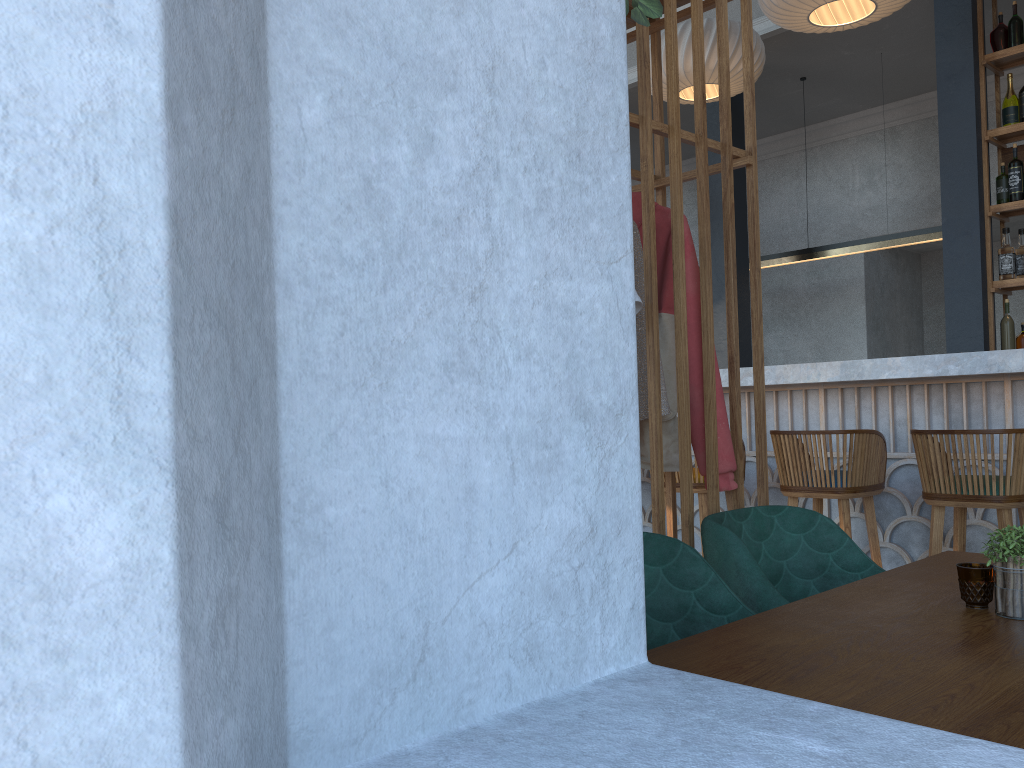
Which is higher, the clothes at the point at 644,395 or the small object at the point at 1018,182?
the small object at the point at 1018,182

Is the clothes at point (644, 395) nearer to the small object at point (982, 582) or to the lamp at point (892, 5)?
the small object at point (982, 582)

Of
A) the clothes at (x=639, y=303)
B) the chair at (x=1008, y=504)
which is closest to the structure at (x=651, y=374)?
the clothes at (x=639, y=303)

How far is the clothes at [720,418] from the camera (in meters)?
2.33

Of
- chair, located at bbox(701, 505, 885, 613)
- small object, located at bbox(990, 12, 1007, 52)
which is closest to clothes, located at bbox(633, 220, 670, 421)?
chair, located at bbox(701, 505, 885, 613)

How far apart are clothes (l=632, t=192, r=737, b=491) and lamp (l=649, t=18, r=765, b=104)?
3.06m

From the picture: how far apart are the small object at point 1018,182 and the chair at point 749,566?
3.69m

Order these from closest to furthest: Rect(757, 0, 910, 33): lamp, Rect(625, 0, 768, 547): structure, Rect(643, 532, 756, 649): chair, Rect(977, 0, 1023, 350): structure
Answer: Rect(643, 532, 756, 649): chair
Rect(625, 0, 768, 547): structure
Rect(757, 0, 910, 33): lamp
Rect(977, 0, 1023, 350): structure

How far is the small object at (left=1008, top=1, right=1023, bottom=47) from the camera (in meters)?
4.94

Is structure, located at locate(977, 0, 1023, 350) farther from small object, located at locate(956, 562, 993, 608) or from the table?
small object, located at locate(956, 562, 993, 608)
